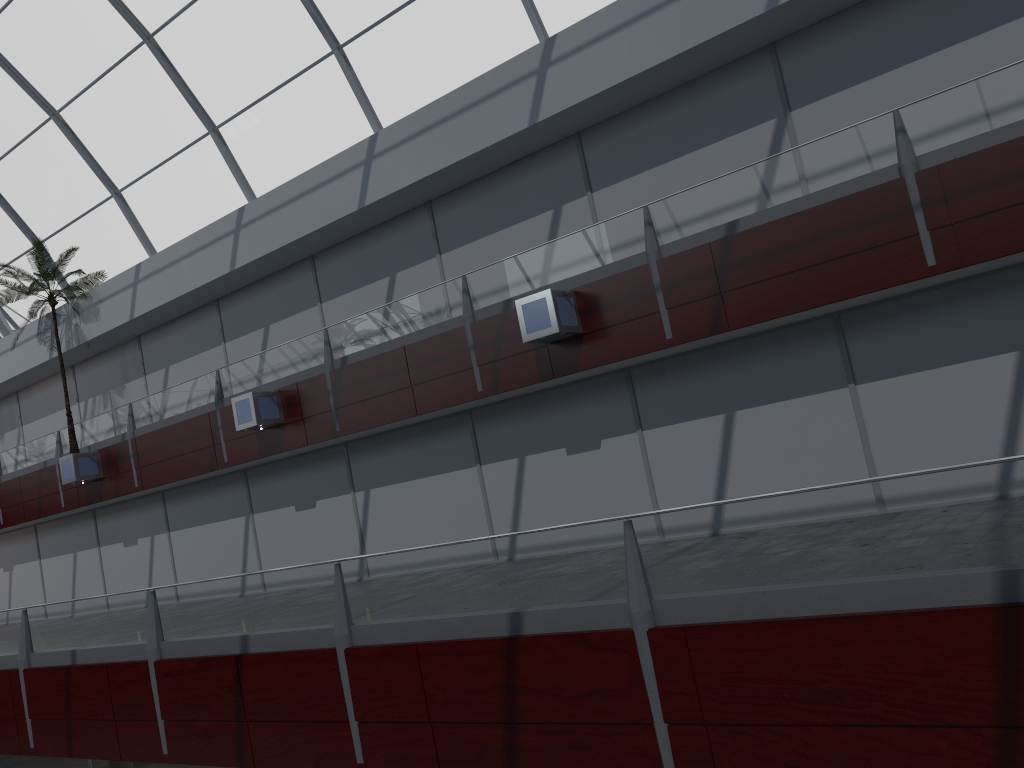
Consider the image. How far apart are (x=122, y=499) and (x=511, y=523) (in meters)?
17.96

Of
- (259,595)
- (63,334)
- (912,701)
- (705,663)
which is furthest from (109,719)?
(63,334)

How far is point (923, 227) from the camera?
15.85m

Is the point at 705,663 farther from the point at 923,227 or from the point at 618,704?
the point at 923,227
